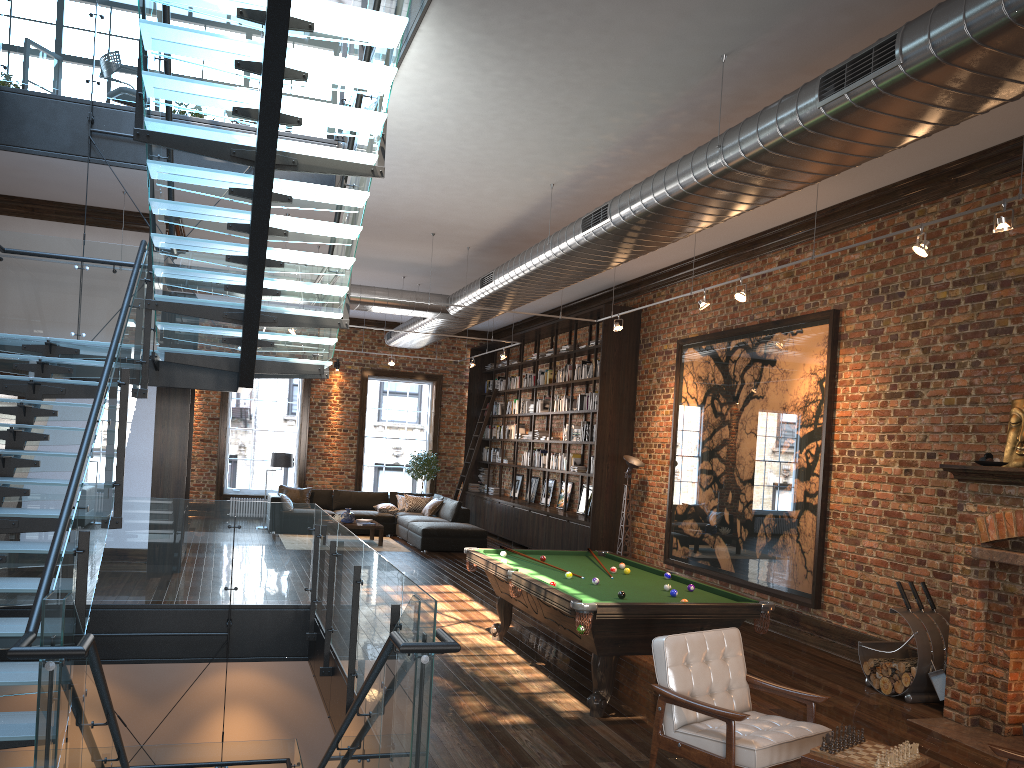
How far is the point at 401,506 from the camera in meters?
17.5 m

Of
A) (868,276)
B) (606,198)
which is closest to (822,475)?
(868,276)

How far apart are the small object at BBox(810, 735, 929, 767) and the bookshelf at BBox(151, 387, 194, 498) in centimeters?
901cm

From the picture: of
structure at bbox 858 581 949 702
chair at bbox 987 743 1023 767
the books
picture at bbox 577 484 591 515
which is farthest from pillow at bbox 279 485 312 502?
chair at bbox 987 743 1023 767

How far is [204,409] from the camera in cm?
1829

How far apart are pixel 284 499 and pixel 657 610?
11.6m

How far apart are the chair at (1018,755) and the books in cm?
1259

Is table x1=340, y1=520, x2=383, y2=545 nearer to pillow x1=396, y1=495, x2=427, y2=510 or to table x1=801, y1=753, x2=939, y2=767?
pillow x1=396, y1=495, x2=427, y2=510

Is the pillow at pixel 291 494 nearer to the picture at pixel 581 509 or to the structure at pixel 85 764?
the picture at pixel 581 509

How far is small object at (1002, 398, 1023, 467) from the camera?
6.7m
